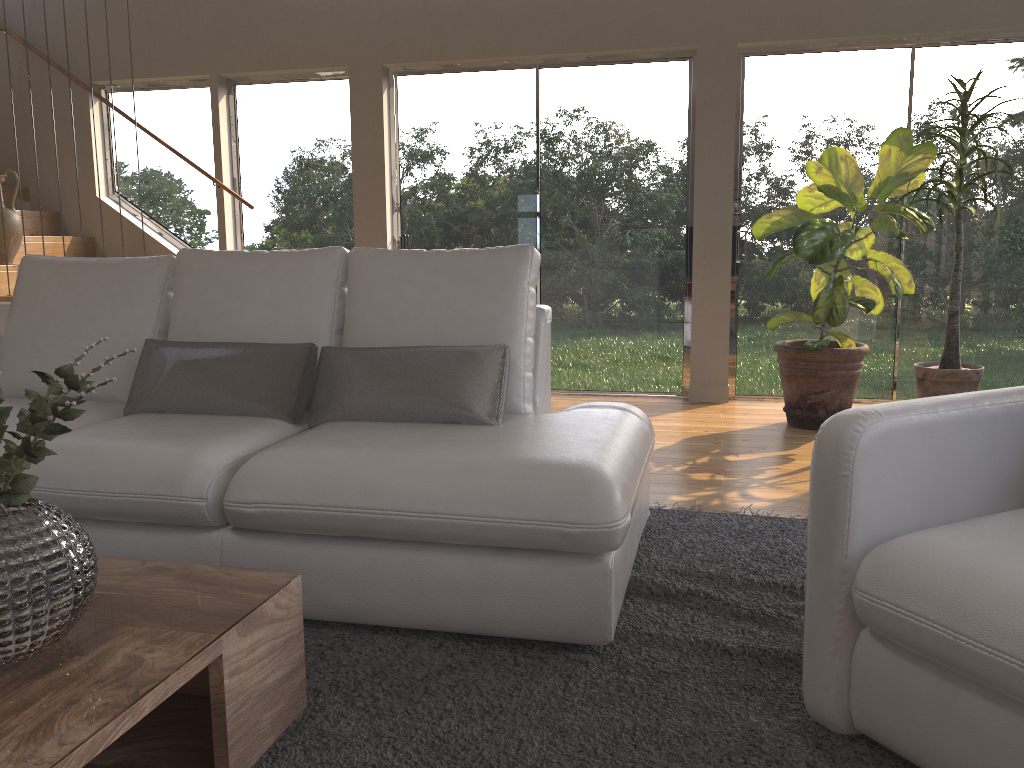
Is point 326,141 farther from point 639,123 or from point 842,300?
point 842,300

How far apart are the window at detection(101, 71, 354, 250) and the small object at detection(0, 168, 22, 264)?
1.1 meters

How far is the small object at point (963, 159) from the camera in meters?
4.5 m

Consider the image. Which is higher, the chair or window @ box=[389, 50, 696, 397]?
window @ box=[389, 50, 696, 397]

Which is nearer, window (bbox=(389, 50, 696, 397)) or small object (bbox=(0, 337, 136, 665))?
small object (bbox=(0, 337, 136, 665))

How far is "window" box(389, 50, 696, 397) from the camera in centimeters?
554cm

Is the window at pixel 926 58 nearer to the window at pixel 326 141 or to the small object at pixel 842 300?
the small object at pixel 842 300

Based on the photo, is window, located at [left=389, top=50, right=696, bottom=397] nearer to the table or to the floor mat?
the floor mat

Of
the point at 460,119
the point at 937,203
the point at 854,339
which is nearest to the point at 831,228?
the point at 937,203

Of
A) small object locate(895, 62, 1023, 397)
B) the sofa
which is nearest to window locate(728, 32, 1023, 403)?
small object locate(895, 62, 1023, 397)
